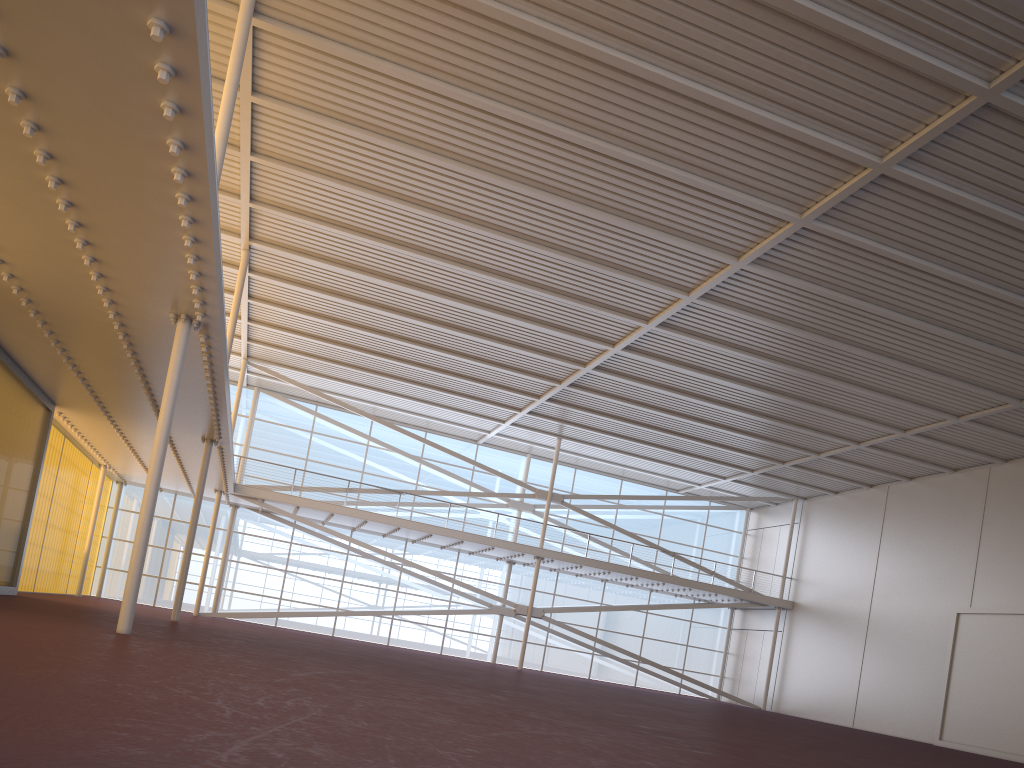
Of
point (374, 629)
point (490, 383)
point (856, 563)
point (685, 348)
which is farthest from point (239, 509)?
point (856, 563)
